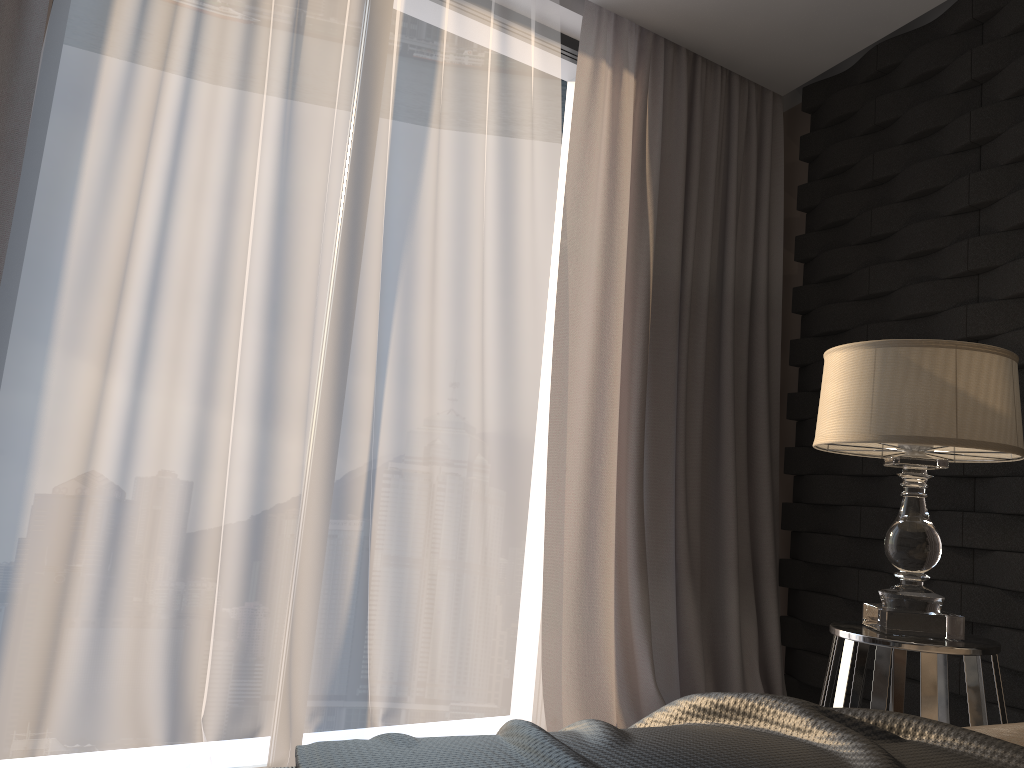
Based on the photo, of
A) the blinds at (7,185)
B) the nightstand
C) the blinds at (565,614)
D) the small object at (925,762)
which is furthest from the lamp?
the blinds at (7,185)

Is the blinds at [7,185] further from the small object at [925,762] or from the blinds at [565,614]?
the small object at [925,762]

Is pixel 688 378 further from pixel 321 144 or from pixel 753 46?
pixel 321 144

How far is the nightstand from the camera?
1.73m

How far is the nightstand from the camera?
1.73m

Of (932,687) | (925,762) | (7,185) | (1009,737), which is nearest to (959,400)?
(932,687)

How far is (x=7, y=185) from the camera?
2.0m

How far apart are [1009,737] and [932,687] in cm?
81

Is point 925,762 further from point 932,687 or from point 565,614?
point 565,614

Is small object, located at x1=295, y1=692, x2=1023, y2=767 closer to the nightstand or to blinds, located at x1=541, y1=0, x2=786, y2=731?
the nightstand
